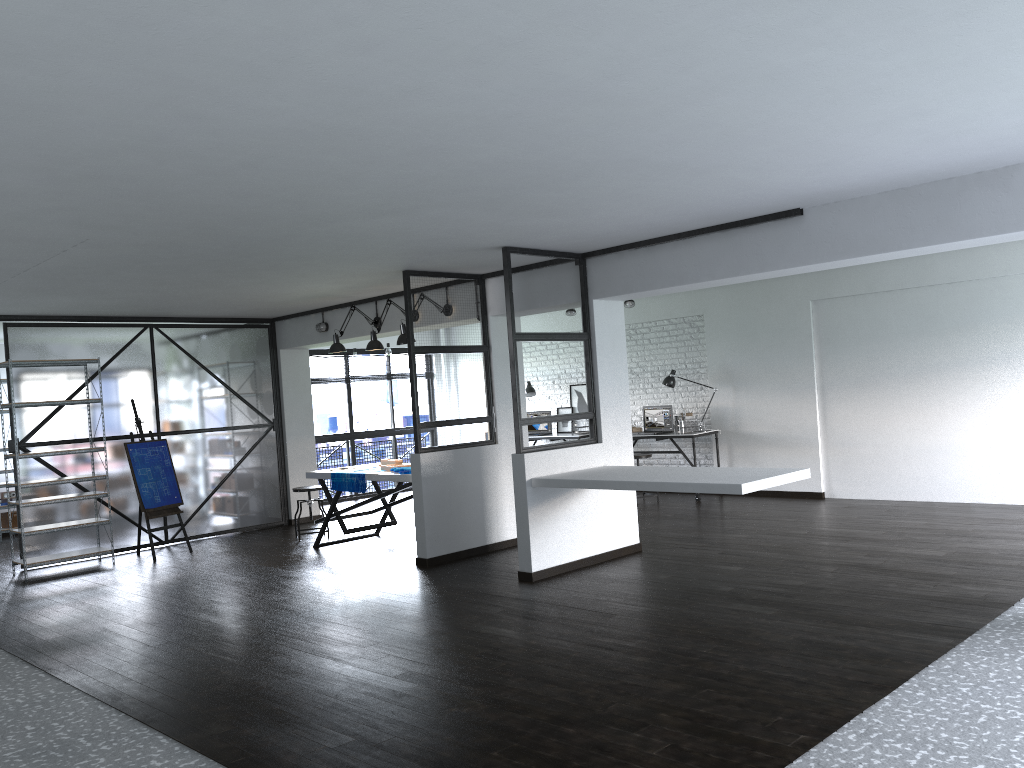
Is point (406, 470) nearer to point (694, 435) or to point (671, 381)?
point (694, 435)

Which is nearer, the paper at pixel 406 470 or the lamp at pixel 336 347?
the paper at pixel 406 470

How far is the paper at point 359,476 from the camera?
7.5 meters

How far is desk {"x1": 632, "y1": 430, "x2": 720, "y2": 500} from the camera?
9.5 meters

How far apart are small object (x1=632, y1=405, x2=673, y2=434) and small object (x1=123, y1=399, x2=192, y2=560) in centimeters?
510cm

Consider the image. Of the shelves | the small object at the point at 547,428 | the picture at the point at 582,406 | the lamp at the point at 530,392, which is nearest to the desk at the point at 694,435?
the picture at the point at 582,406

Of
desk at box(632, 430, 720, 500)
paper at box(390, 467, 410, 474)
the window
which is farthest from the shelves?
desk at box(632, 430, 720, 500)

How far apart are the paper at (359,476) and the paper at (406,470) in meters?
0.4

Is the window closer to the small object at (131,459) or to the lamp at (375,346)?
the small object at (131,459)

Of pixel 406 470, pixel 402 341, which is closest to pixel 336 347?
pixel 402 341
